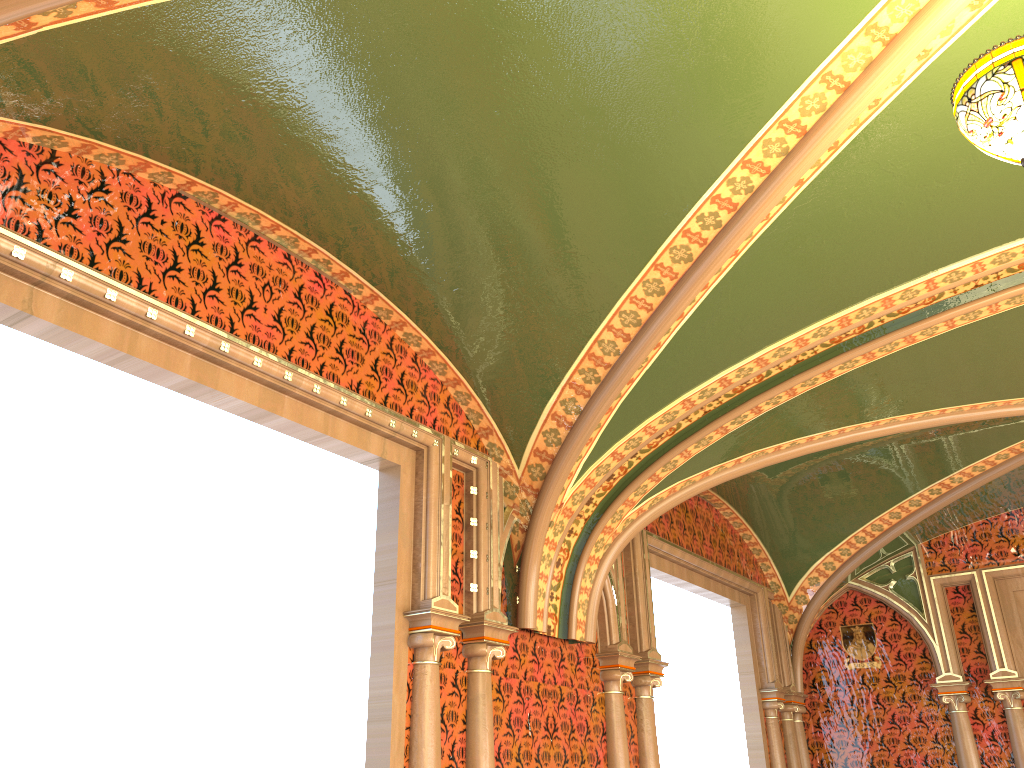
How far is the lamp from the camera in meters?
1.9 m

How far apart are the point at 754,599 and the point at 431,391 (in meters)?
4.34

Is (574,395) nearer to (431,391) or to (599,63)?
(431,391)

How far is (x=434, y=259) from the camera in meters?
3.7 m

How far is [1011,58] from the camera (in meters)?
1.92

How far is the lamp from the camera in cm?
192
